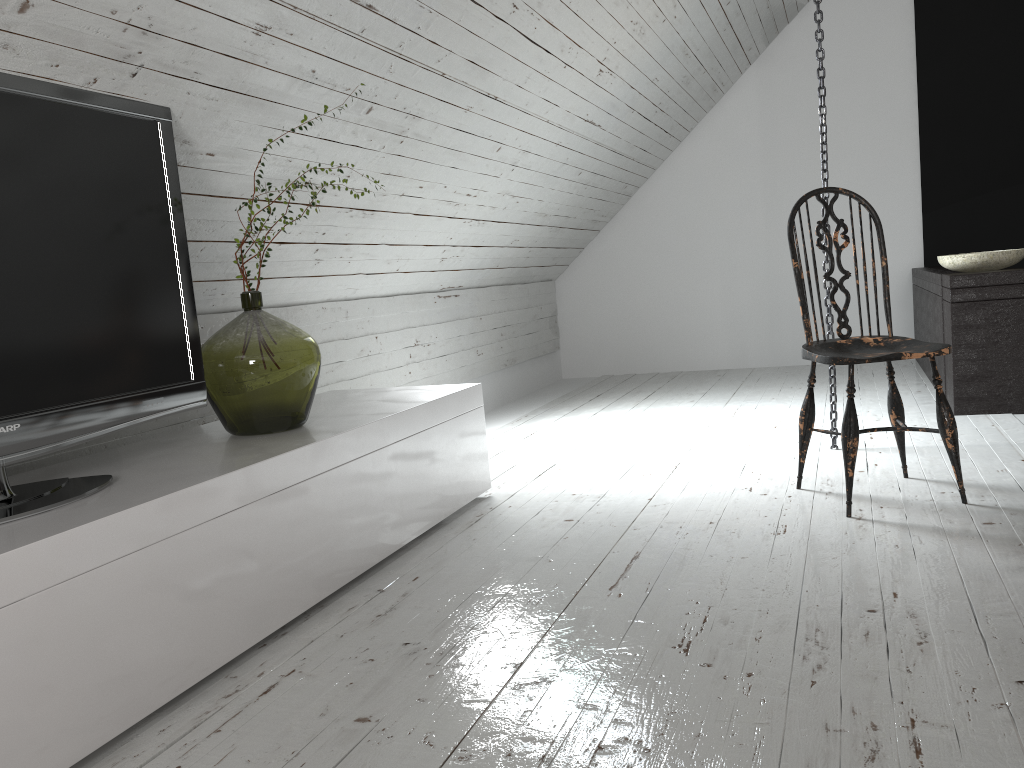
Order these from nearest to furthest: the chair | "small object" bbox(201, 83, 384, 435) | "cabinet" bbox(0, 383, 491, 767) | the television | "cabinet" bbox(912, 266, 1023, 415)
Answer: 1. "cabinet" bbox(0, 383, 491, 767)
2. the television
3. "small object" bbox(201, 83, 384, 435)
4. the chair
5. "cabinet" bbox(912, 266, 1023, 415)

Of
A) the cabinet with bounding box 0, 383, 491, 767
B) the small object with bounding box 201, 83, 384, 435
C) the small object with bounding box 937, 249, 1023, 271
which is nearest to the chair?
the cabinet with bounding box 0, 383, 491, 767

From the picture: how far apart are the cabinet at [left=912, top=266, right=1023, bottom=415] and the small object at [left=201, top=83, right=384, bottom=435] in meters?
2.7 m

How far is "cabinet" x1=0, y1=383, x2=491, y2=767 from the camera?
1.36m

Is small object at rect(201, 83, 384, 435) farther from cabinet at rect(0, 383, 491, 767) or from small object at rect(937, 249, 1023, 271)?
small object at rect(937, 249, 1023, 271)

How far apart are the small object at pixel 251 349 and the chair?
1.4m

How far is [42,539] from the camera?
1.4 meters

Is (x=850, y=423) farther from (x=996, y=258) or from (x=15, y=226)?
(x=15, y=226)

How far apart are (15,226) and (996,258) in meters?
3.5

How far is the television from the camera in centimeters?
164cm
